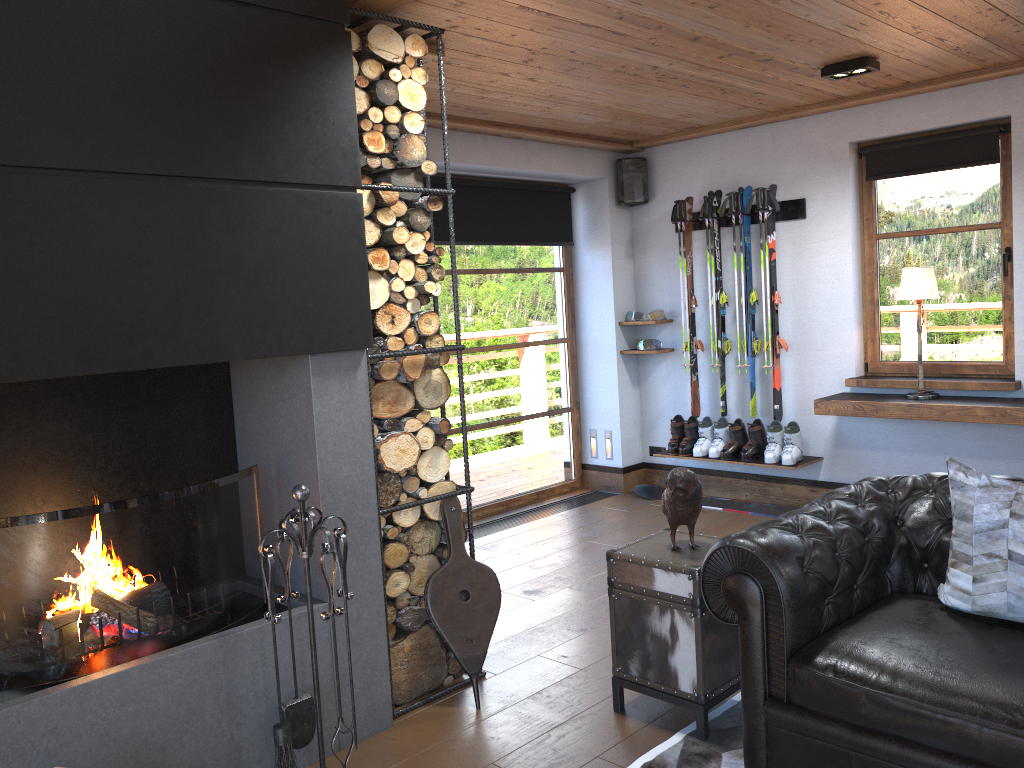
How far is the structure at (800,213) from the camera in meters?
5.9 m

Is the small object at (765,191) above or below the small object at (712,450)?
above

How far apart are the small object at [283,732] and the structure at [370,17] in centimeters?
42cm

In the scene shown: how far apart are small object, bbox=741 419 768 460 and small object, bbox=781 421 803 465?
0.2m

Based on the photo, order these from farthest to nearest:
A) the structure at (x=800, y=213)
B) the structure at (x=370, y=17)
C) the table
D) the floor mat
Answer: the structure at (x=800, y=213) < the structure at (x=370, y=17) < the table < the floor mat

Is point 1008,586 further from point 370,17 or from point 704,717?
point 370,17

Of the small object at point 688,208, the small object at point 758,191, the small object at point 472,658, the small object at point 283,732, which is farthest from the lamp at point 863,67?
the small object at point 283,732

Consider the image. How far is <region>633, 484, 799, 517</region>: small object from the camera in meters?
6.1

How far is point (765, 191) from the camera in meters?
5.9

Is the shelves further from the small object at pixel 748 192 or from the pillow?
the pillow
